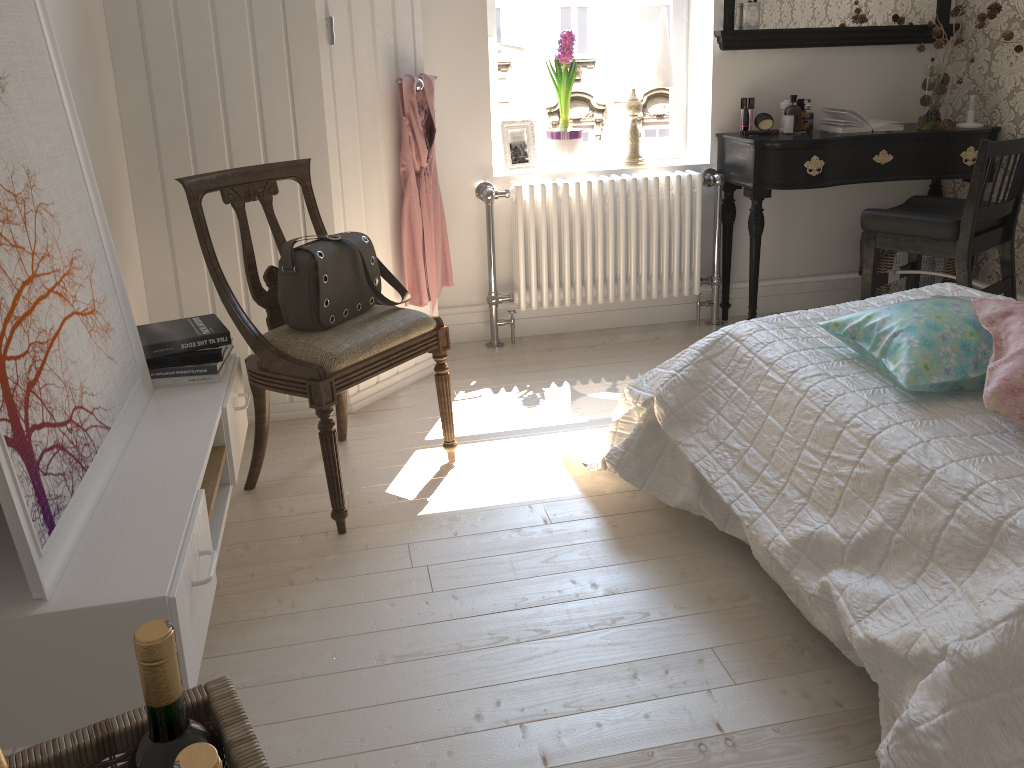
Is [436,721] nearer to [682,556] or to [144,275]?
[682,556]

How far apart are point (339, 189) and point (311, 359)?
0.8m

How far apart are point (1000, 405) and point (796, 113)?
2.3 meters

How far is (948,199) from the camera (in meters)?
3.32

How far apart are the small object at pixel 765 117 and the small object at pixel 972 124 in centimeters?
79cm

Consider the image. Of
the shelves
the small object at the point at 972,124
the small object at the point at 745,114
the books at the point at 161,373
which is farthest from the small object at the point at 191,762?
the small object at the point at 972,124

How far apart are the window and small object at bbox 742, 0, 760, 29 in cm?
31

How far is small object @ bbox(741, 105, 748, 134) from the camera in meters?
3.6

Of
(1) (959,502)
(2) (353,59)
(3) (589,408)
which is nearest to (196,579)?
(1) (959,502)

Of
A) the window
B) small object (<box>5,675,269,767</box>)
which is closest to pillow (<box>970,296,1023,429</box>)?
small object (<box>5,675,269,767</box>)
